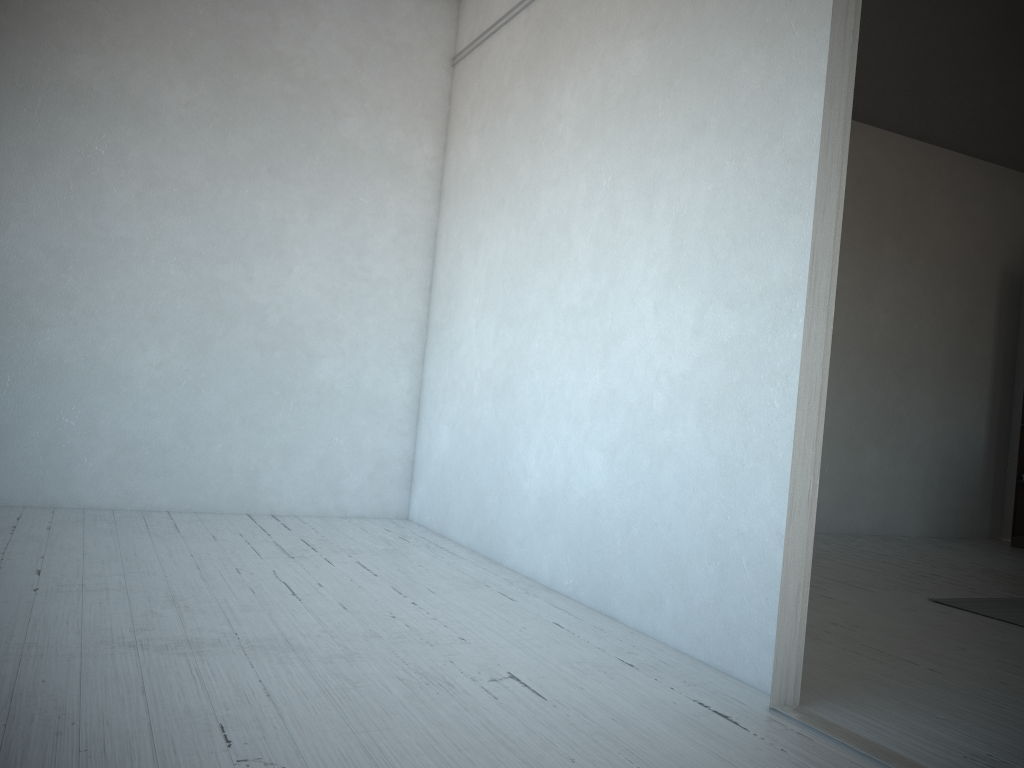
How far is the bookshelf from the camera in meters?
A: 6.5 m

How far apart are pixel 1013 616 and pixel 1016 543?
3.2m

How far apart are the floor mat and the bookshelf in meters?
2.7 m

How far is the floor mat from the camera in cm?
369

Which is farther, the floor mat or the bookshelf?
the bookshelf

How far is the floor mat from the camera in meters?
3.7

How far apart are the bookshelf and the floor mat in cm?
274

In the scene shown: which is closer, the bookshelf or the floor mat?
the floor mat
